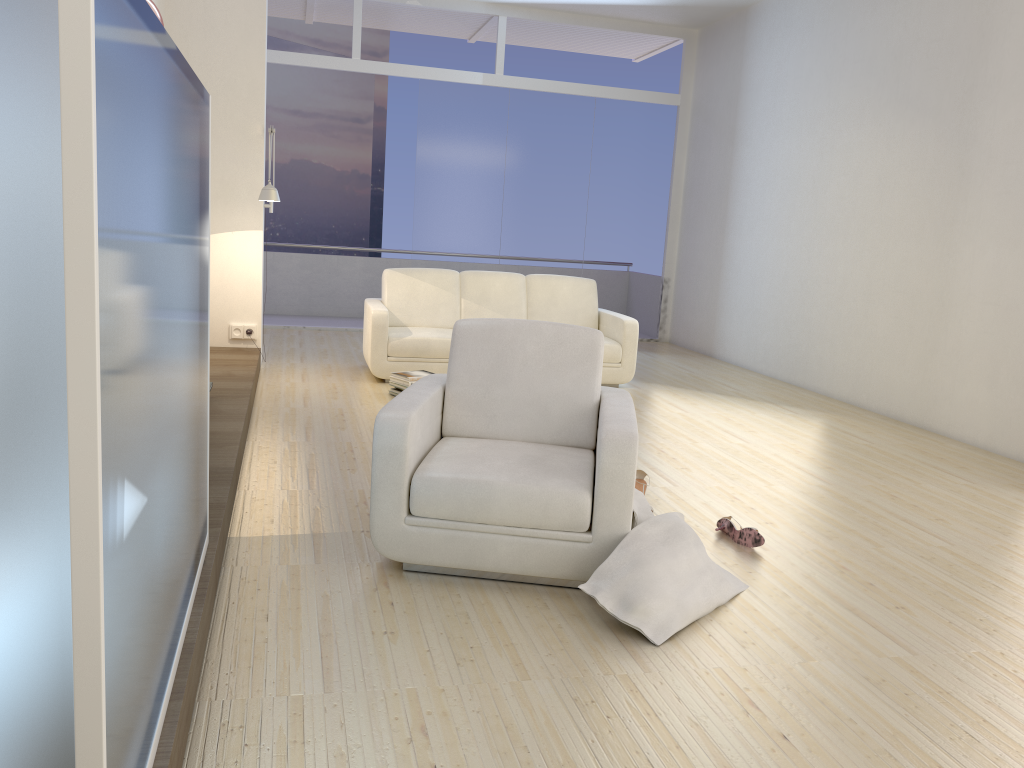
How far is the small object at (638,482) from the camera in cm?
411

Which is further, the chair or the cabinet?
the chair

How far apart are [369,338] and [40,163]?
5.7m

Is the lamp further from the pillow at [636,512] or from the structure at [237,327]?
the pillow at [636,512]

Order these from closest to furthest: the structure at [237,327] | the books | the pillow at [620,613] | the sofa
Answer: the pillow at [620,613] → the books → the sofa → the structure at [237,327]

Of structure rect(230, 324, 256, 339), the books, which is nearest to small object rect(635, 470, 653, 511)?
the books

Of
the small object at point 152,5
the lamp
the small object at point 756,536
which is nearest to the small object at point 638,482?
the small object at point 756,536

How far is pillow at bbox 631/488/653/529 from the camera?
3.1 meters

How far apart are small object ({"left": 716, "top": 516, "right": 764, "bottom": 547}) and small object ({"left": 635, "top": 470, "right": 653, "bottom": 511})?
0.41m

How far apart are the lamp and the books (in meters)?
1.53
